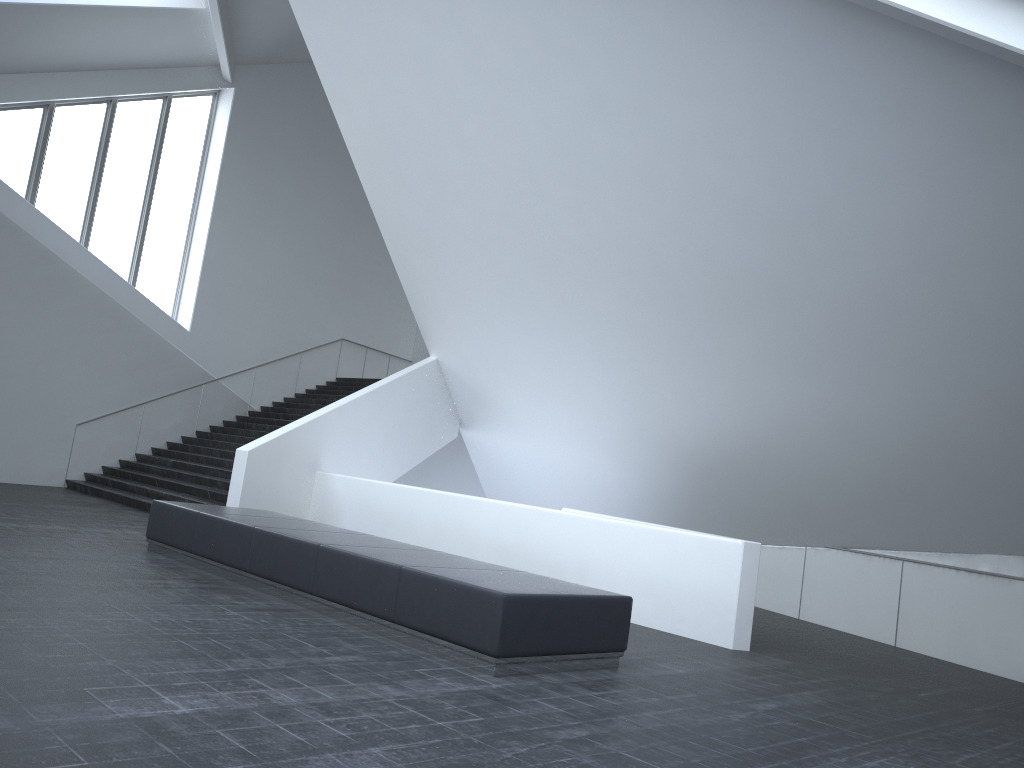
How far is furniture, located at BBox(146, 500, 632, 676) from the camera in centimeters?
624cm

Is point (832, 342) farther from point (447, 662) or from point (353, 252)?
point (353, 252)

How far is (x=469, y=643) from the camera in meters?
6.2 m

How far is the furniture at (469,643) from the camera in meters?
6.2
